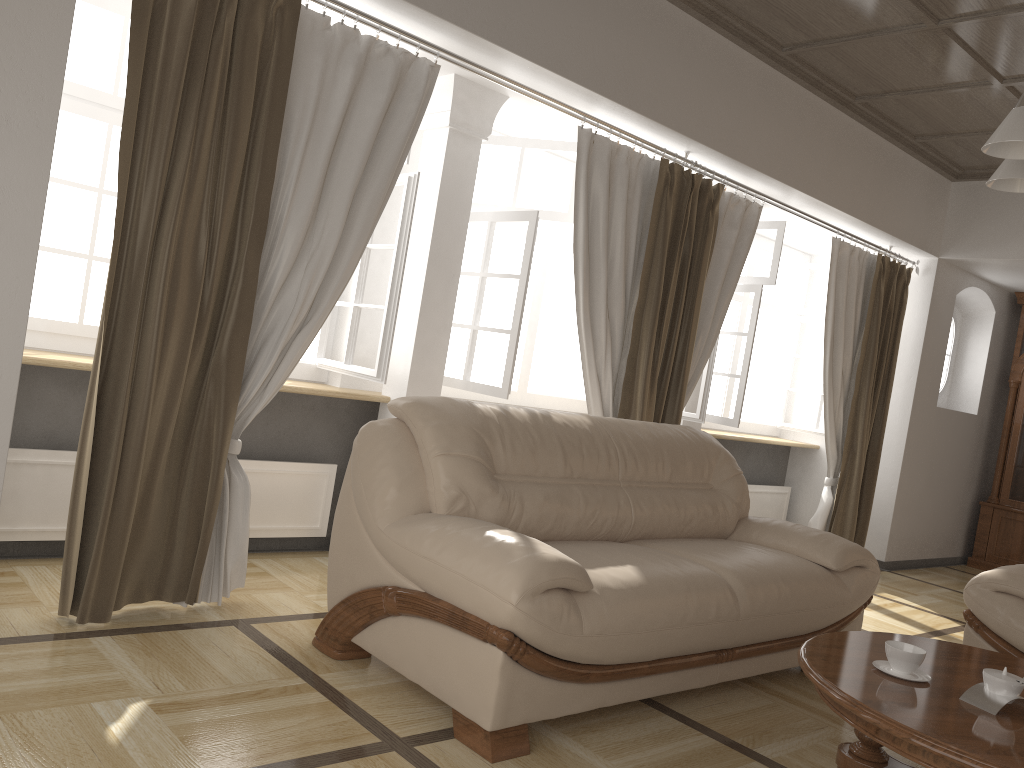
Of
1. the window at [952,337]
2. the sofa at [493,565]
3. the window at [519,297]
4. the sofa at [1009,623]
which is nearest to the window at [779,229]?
the window at [519,297]

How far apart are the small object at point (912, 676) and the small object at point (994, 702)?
0.1 meters

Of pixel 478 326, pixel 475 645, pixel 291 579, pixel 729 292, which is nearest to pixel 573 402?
pixel 729 292

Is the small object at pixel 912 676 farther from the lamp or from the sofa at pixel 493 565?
the lamp

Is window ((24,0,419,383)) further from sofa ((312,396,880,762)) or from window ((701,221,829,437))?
window ((701,221,829,437))

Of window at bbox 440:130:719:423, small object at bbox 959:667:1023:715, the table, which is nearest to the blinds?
window at bbox 440:130:719:423

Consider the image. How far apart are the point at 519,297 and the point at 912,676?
2.45m

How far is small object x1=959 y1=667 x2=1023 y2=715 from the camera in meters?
2.2 m

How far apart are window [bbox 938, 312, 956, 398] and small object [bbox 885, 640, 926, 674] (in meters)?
5.44

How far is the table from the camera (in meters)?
1.98
